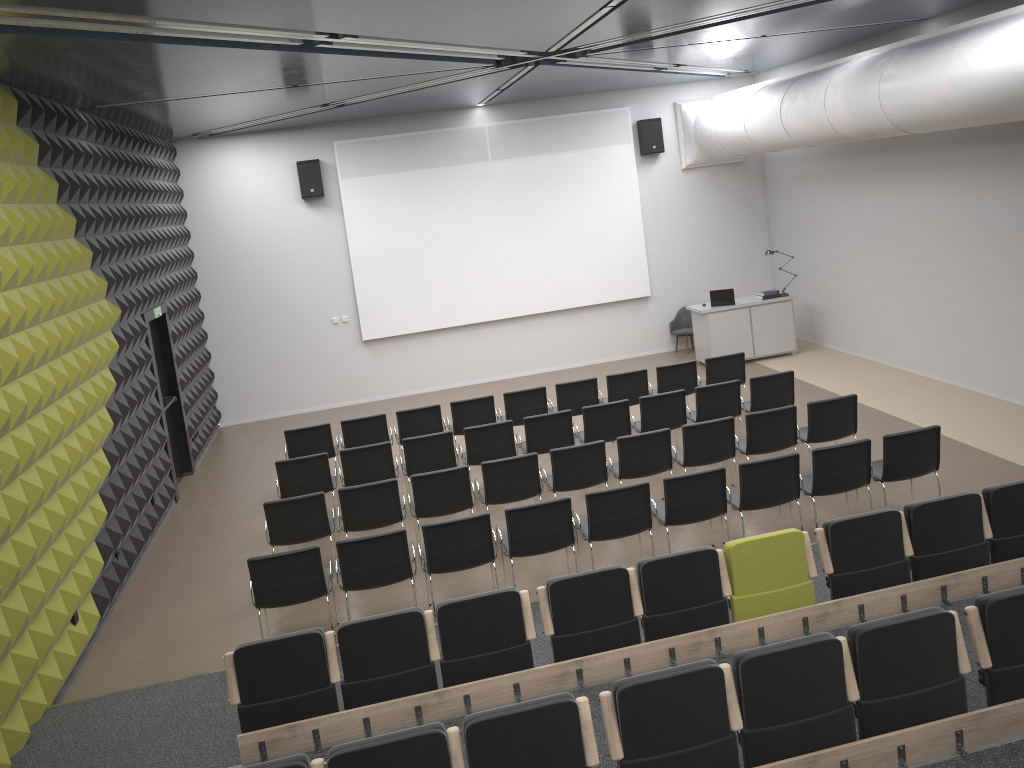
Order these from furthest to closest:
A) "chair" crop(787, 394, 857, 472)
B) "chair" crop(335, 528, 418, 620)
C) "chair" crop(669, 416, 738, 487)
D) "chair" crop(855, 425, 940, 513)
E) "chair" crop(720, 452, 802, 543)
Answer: "chair" crop(787, 394, 857, 472)
"chair" crop(669, 416, 738, 487)
"chair" crop(855, 425, 940, 513)
"chair" crop(720, 452, 802, 543)
"chair" crop(335, 528, 418, 620)

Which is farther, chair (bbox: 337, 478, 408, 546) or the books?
the books

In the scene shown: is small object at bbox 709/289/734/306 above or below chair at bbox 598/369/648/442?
above

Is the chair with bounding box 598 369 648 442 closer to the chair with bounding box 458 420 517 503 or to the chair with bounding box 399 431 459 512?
Result: the chair with bounding box 458 420 517 503

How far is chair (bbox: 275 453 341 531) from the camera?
9.4 meters

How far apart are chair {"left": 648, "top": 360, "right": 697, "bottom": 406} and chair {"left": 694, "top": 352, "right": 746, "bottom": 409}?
0.18m

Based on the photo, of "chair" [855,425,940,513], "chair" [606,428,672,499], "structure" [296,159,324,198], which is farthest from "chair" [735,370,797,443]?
"structure" [296,159,324,198]

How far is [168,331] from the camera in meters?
12.1 m

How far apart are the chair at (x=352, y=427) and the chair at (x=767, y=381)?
4.4 meters

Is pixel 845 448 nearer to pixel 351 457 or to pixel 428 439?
pixel 428 439
